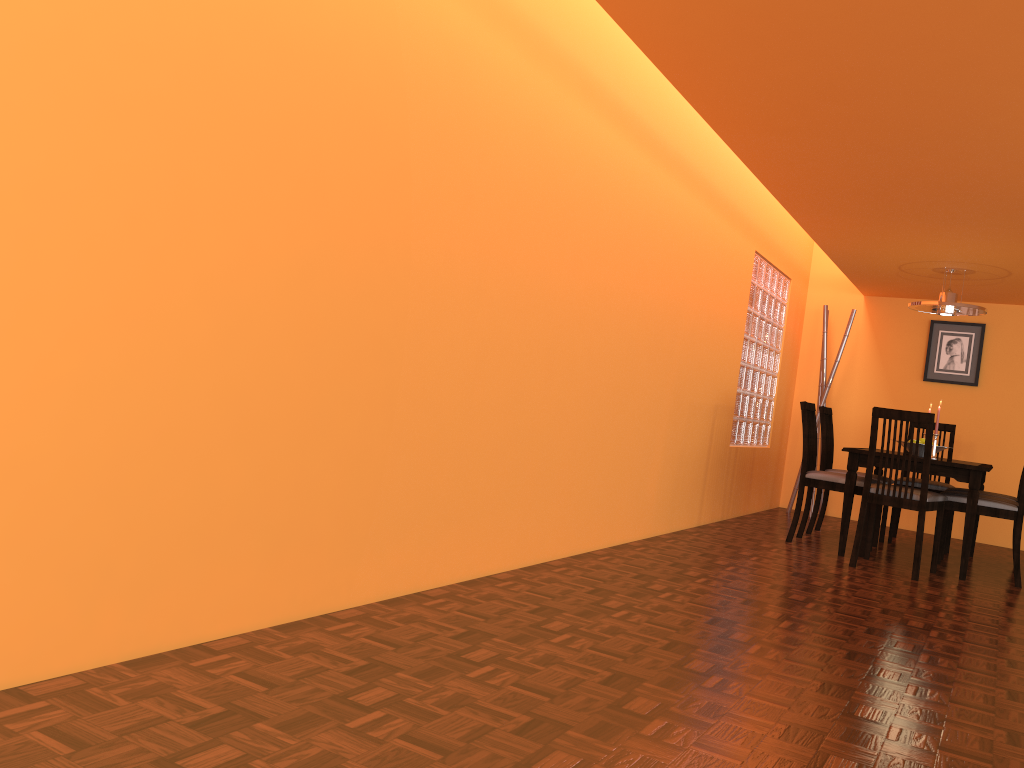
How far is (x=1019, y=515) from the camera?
4.46m

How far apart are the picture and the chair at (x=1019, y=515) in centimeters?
194cm

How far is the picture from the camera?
6.41m

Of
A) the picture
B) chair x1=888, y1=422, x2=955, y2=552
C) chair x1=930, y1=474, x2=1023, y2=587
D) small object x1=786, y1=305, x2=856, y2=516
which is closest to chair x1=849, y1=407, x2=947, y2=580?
chair x1=930, y1=474, x2=1023, y2=587

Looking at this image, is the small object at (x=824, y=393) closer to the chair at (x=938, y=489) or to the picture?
the picture

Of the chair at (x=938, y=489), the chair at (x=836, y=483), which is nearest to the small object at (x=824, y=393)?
the chair at (x=938, y=489)

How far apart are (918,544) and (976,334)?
2.82m

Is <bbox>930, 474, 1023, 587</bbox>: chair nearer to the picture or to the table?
the table

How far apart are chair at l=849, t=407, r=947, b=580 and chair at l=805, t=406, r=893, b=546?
0.64m

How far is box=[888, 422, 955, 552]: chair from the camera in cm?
550
